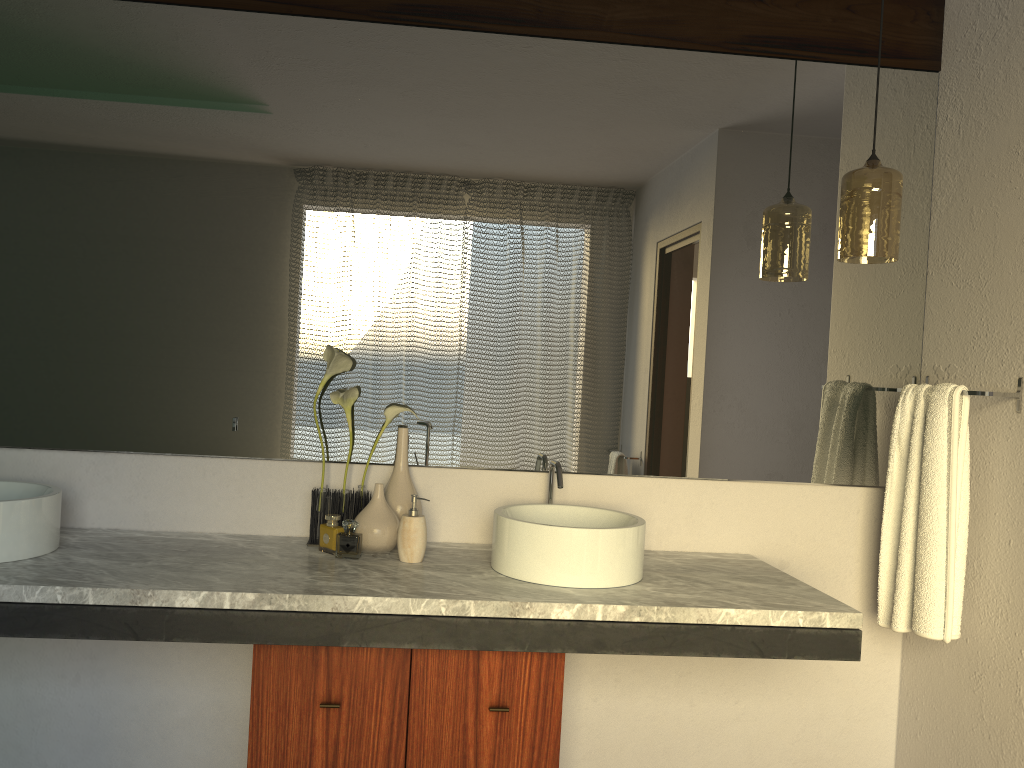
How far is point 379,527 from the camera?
2.1 meters

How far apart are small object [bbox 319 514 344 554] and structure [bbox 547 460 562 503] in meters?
0.5

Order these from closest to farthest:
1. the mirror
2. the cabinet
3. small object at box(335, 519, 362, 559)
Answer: the cabinet
the mirror
small object at box(335, 519, 362, 559)

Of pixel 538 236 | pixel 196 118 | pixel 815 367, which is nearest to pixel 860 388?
pixel 815 367

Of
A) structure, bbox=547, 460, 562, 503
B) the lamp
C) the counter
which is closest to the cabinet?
the counter

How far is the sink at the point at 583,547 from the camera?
1.9m

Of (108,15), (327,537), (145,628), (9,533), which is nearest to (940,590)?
(327,537)

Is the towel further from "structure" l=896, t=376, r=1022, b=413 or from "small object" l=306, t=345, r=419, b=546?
"small object" l=306, t=345, r=419, b=546

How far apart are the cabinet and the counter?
0.1m

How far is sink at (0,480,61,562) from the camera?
1.83m
